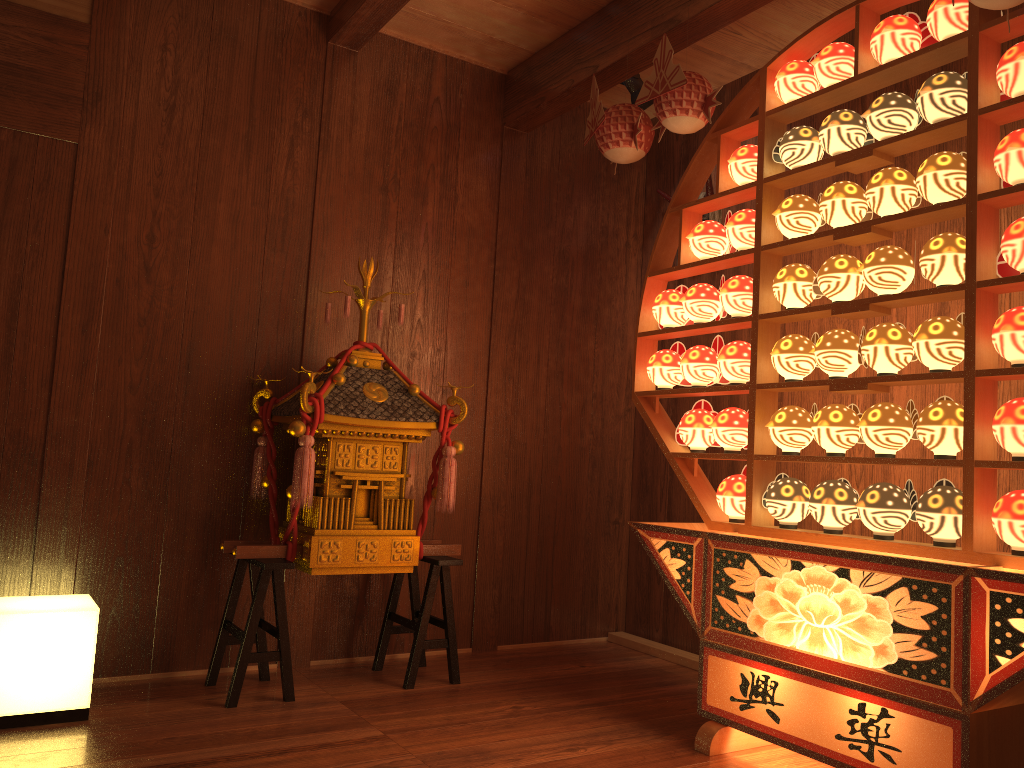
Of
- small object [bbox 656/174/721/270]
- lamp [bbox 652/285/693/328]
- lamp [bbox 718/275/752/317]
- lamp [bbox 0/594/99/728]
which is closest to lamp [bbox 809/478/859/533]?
lamp [bbox 718/275/752/317]

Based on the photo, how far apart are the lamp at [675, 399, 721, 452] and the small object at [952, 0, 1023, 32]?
1.4m

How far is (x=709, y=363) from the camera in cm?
297

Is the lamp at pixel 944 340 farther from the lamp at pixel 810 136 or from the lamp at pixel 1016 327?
the lamp at pixel 810 136

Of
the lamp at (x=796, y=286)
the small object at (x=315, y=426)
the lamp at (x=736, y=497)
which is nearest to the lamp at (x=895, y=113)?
the lamp at (x=796, y=286)

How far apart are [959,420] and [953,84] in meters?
0.9 m

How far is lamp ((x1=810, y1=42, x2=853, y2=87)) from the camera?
2.6 meters

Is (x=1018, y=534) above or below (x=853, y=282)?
below

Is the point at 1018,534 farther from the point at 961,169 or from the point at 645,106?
the point at 645,106

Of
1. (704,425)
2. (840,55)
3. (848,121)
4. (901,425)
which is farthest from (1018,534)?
(840,55)
